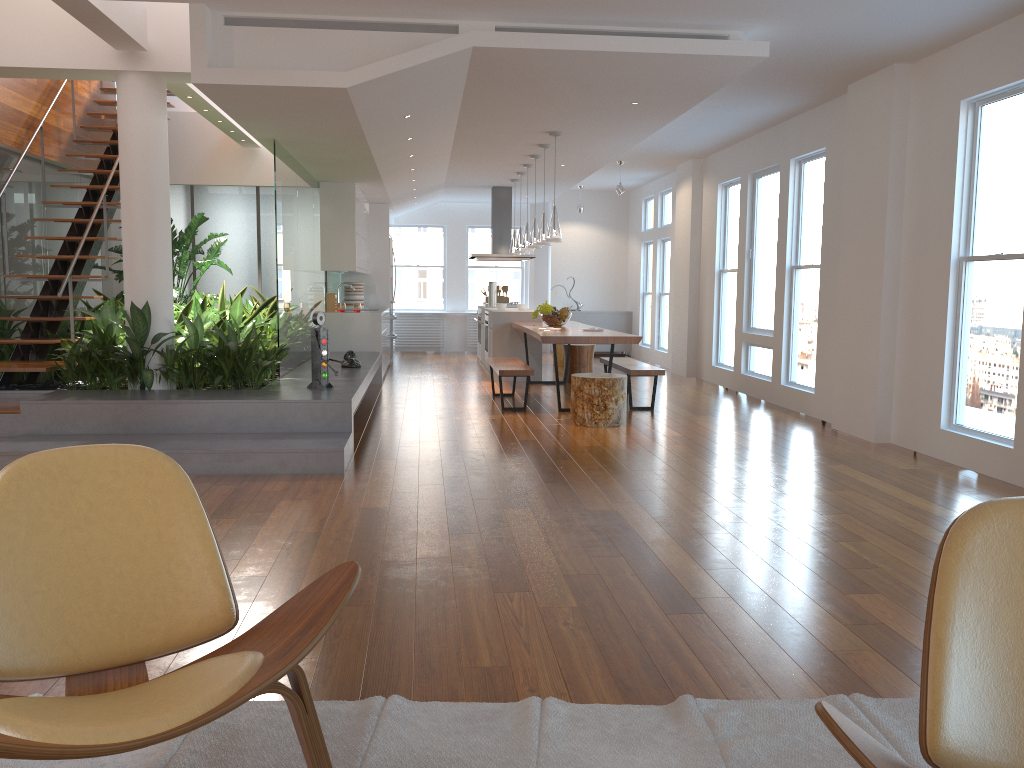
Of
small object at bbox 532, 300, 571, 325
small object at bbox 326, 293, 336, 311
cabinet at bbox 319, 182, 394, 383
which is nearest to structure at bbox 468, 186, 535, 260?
cabinet at bbox 319, 182, 394, 383

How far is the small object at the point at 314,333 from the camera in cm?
643

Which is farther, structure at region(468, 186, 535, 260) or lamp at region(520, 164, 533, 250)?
structure at region(468, 186, 535, 260)

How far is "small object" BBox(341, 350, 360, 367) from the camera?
8.09m

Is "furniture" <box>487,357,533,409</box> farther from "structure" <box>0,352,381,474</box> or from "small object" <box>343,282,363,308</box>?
"small object" <box>343,282,363,308</box>

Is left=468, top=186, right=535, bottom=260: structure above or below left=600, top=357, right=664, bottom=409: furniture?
above

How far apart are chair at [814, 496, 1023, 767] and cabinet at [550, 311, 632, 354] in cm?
1290

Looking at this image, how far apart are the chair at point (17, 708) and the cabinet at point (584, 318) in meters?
12.5

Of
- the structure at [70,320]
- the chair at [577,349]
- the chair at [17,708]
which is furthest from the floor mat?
the chair at [577,349]

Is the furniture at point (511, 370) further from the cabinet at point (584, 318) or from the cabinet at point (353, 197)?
the cabinet at point (584, 318)
